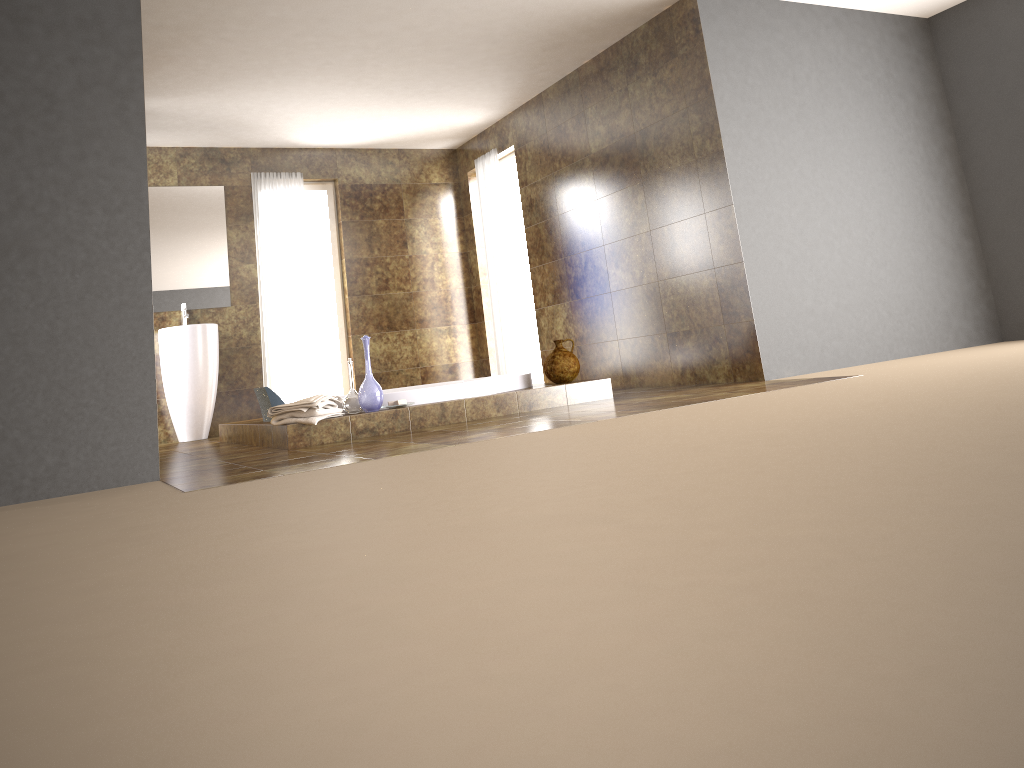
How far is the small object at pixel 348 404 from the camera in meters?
4.9

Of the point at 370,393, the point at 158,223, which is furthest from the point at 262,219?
the point at 370,393

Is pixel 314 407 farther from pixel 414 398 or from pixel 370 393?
pixel 414 398

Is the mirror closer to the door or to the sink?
the sink

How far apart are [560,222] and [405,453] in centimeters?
396cm

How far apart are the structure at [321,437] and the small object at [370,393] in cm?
4

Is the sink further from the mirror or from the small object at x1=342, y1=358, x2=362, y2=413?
the small object at x1=342, y1=358, x2=362, y2=413

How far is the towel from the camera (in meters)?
4.56

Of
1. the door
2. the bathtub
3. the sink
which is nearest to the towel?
the bathtub

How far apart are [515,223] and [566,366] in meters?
3.3 m
